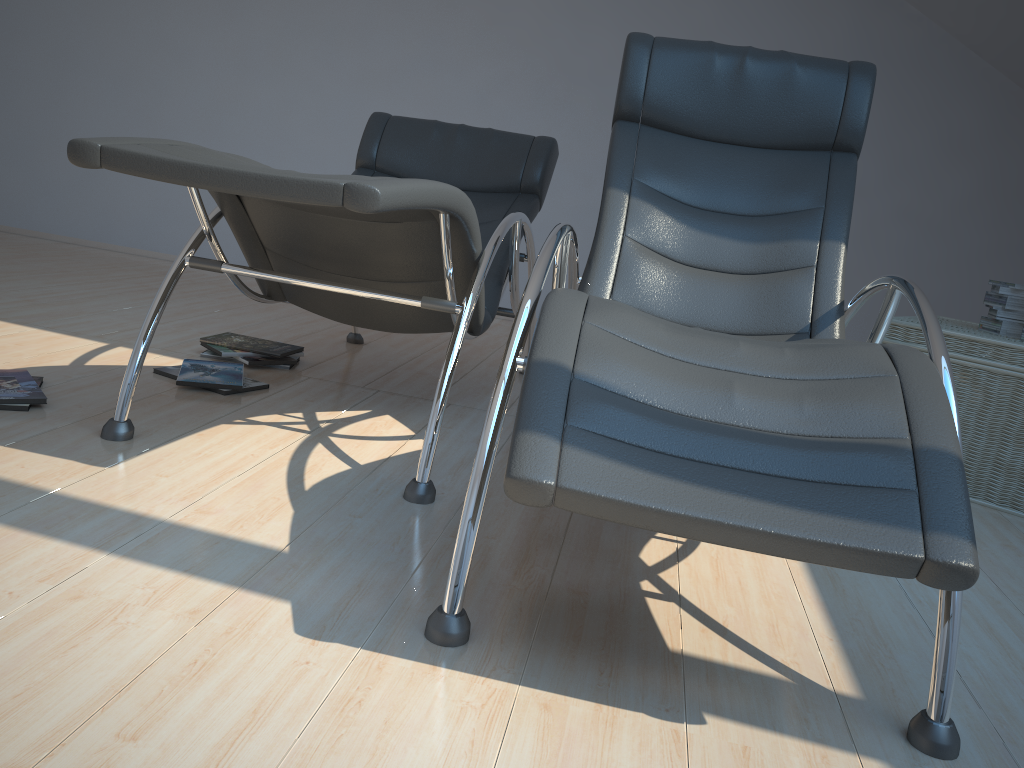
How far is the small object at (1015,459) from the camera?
2.70m

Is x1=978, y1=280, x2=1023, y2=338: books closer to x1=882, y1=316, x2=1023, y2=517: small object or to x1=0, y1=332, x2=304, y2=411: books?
x1=882, y1=316, x2=1023, y2=517: small object

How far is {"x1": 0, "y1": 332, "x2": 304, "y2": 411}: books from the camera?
2.3m

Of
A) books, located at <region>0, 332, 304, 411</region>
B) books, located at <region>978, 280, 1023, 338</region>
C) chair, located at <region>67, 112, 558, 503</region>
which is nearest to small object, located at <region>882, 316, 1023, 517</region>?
books, located at <region>978, 280, 1023, 338</region>

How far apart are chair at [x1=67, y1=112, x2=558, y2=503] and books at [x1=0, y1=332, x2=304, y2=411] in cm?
27

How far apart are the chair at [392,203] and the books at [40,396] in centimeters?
27cm

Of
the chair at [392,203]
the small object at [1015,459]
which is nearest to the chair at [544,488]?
the chair at [392,203]

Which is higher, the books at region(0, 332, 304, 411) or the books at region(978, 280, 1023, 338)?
the books at region(978, 280, 1023, 338)

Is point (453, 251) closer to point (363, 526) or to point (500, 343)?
point (363, 526)

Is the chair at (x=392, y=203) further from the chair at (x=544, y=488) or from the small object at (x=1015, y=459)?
the small object at (x=1015, y=459)
